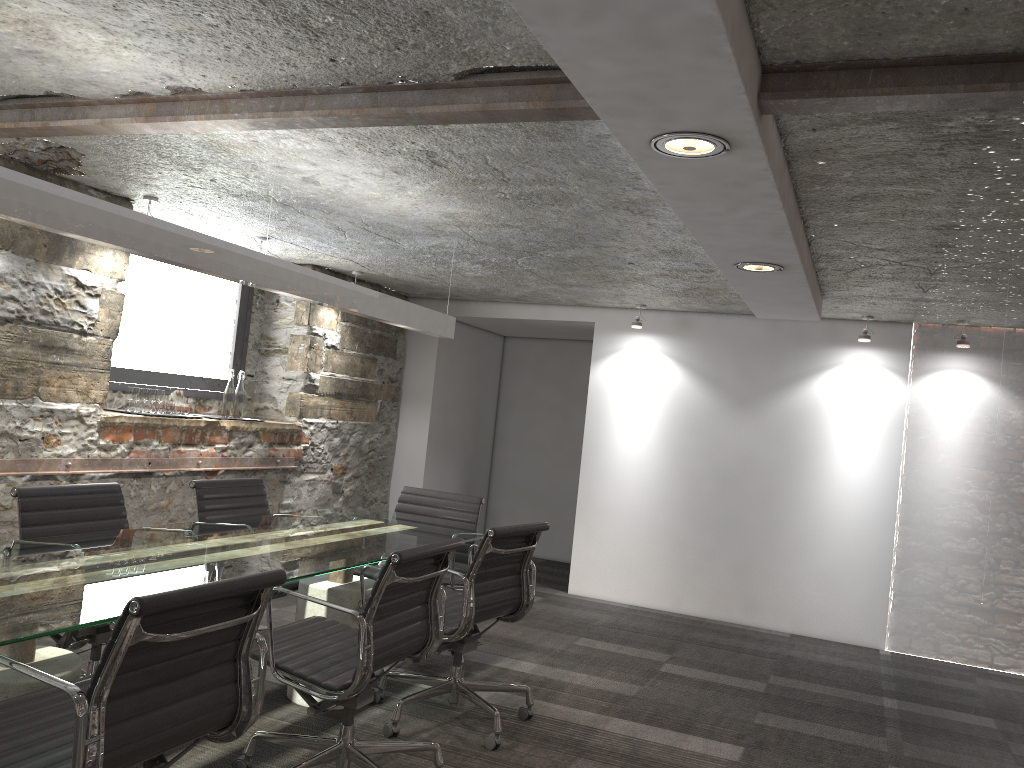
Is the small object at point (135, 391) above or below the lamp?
below

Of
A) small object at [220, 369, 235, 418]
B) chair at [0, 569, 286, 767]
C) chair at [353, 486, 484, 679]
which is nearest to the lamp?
chair at [353, 486, 484, 679]

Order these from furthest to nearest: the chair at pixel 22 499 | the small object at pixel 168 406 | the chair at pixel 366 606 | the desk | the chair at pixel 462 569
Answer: the small object at pixel 168 406 < the chair at pixel 462 569 < the chair at pixel 22 499 < the chair at pixel 366 606 < the desk

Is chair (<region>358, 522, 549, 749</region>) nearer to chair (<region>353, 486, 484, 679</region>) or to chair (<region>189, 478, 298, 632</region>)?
chair (<region>353, 486, 484, 679</region>)

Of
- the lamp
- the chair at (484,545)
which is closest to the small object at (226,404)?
the lamp

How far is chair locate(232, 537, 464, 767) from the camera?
2.60m

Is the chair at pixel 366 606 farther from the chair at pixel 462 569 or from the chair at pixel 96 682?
the chair at pixel 462 569

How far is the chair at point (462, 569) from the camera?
4.5 meters

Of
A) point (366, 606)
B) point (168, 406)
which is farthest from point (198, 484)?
point (366, 606)

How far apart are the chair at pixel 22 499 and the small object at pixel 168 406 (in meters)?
1.47
